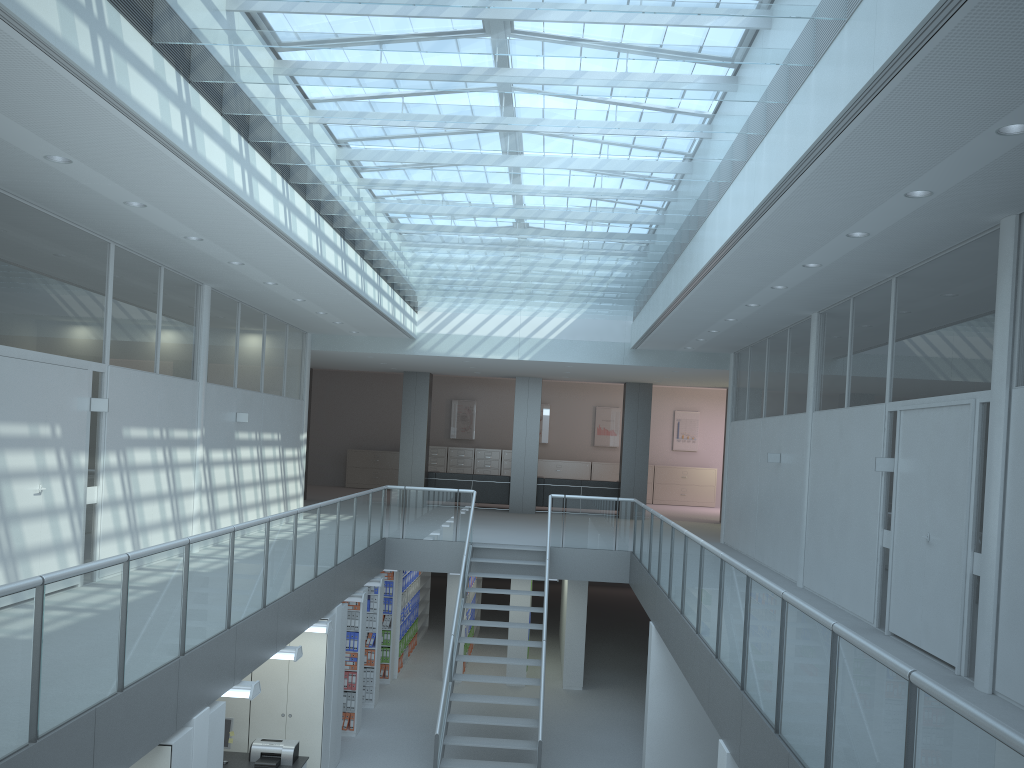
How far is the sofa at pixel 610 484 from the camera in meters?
18.5 m

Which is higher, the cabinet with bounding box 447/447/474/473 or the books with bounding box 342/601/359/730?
the cabinet with bounding box 447/447/474/473

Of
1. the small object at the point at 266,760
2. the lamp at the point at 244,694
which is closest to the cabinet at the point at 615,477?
the small object at the point at 266,760

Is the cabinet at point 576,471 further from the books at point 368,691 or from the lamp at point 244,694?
the lamp at point 244,694

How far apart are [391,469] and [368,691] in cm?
1183

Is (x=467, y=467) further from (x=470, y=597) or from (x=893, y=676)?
(x=893, y=676)

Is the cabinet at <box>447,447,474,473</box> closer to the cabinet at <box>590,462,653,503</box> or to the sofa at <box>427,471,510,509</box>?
the cabinet at <box>590,462,653,503</box>

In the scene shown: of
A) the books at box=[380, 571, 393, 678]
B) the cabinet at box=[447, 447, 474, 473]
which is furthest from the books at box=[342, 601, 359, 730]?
the cabinet at box=[447, 447, 474, 473]

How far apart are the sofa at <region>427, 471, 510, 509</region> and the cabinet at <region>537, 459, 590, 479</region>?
4.9 meters

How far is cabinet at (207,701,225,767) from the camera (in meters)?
5.90
